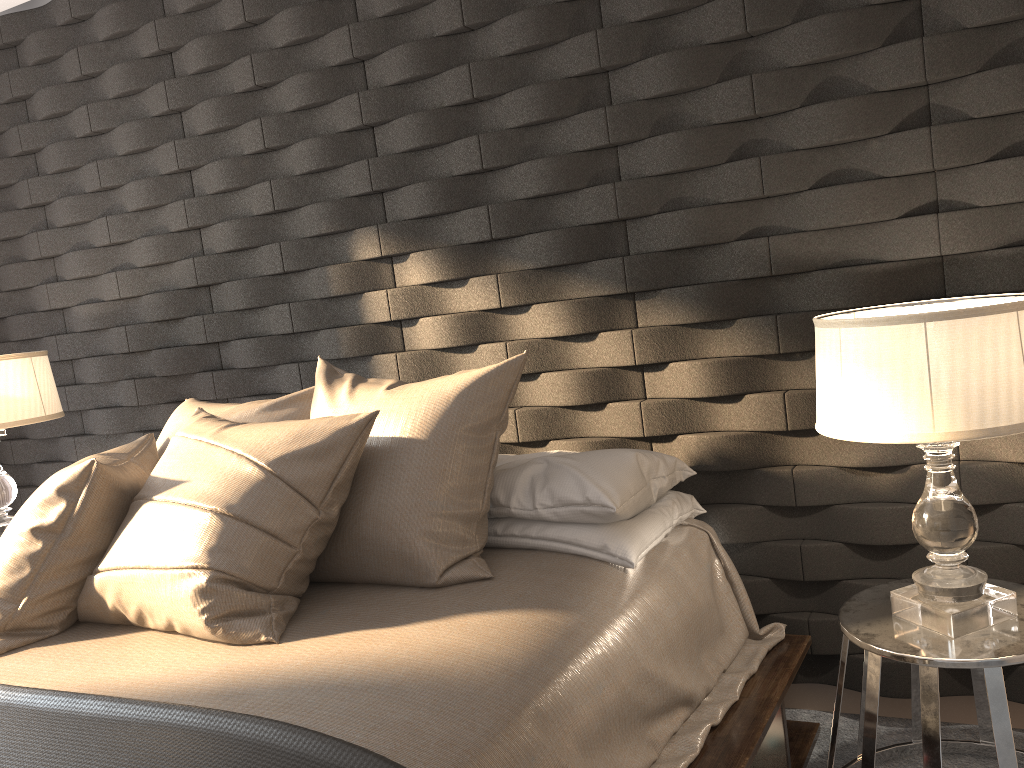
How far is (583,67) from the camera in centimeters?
234cm

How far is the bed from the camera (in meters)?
1.41

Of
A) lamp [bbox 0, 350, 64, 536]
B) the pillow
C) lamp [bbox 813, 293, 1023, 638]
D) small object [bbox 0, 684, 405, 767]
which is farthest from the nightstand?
lamp [bbox 0, 350, 64, 536]

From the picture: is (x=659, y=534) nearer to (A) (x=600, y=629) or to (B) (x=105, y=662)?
(A) (x=600, y=629)

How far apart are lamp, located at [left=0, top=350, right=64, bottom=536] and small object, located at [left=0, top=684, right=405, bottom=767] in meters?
1.5 m

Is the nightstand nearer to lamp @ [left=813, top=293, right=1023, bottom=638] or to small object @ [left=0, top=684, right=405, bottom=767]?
lamp @ [left=813, top=293, right=1023, bottom=638]

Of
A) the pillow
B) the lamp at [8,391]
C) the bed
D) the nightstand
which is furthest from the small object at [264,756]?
the lamp at [8,391]

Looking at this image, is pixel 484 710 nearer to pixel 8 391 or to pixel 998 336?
pixel 998 336

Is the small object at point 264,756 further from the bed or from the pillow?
the pillow

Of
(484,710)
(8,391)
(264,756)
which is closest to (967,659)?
(484,710)
